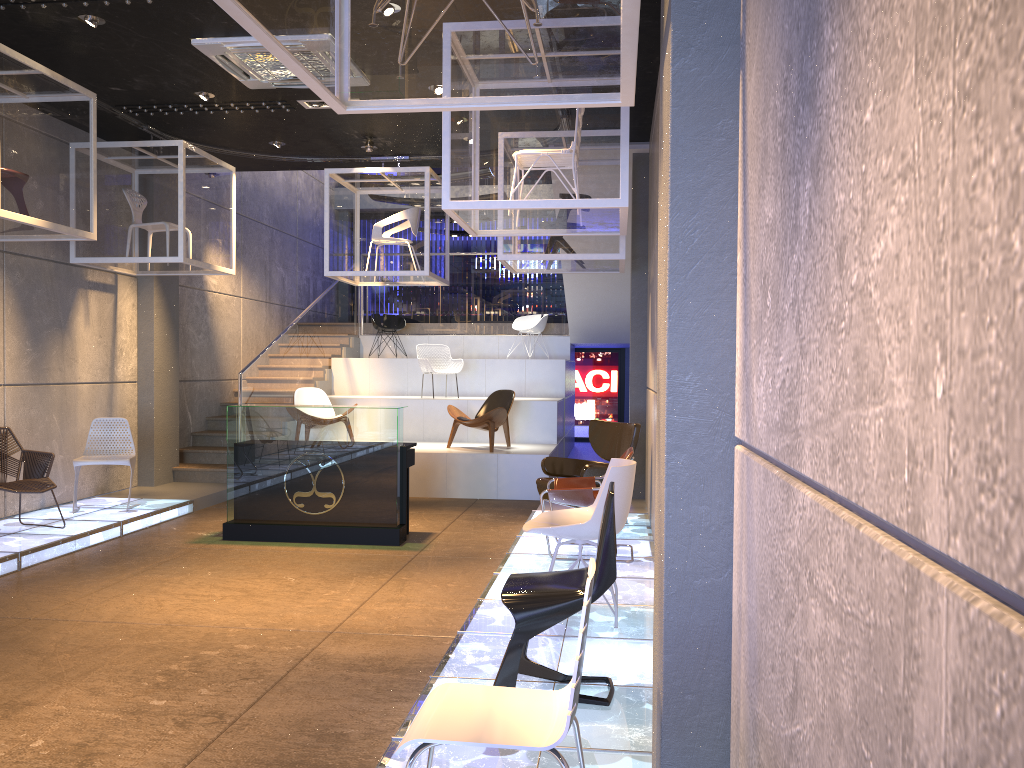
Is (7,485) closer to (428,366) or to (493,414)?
(493,414)

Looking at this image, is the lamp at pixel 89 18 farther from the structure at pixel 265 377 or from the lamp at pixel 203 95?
the structure at pixel 265 377

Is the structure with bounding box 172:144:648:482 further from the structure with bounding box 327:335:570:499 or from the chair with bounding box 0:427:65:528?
the chair with bounding box 0:427:65:528

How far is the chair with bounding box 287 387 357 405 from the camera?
11.7 meters

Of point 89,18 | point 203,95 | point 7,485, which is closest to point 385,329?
point 203,95

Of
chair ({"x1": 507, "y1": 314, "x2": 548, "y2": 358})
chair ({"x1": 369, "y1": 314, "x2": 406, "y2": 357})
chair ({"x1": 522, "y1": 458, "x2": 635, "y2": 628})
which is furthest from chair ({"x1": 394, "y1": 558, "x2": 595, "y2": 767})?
chair ({"x1": 369, "y1": 314, "x2": 406, "y2": 357})

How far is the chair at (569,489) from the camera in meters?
6.5 m

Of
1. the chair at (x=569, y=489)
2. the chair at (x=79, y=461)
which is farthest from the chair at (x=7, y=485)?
the chair at (x=569, y=489)

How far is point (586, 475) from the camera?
7.7m

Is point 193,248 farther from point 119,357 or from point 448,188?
point 448,188
